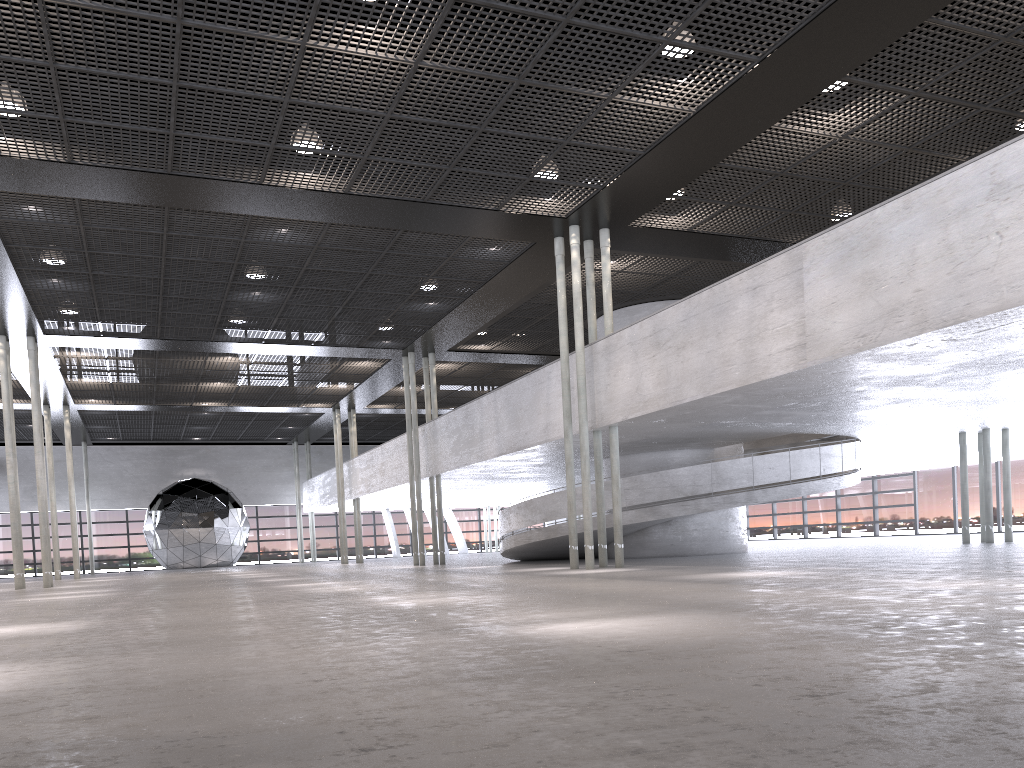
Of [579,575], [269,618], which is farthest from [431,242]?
[269,618]

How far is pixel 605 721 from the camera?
2.5 meters
